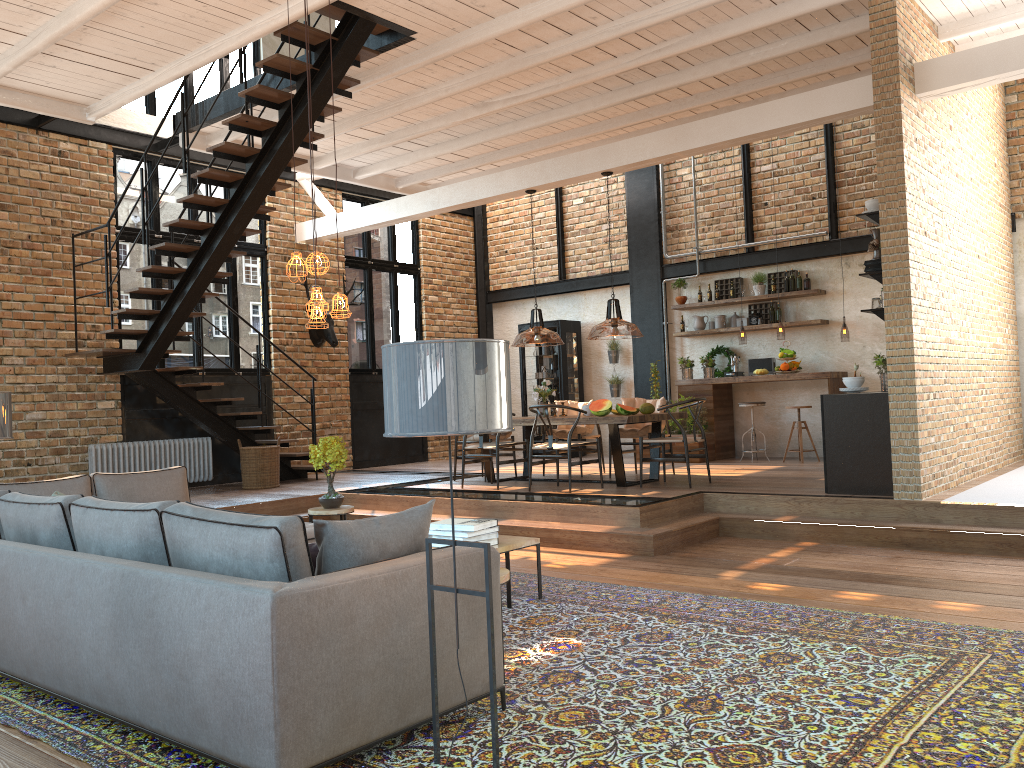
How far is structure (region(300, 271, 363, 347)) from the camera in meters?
12.4 m

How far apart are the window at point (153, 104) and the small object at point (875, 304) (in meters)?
8.67

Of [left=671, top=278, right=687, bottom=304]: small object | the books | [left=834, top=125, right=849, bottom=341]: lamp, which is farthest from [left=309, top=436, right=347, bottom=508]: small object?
[left=834, top=125, right=849, bottom=341]: lamp

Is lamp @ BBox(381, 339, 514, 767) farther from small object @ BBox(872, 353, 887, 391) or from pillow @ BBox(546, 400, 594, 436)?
pillow @ BBox(546, 400, 594, 436)

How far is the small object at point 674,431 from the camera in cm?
1189

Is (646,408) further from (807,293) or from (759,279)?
(759,279)

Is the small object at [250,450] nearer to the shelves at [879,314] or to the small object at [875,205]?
the shelves at [879,314]

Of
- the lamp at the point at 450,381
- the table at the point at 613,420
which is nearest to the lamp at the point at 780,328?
the table at the point at 613,420

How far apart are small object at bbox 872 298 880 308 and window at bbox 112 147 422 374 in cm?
791

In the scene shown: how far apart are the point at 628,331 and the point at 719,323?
9.09m
